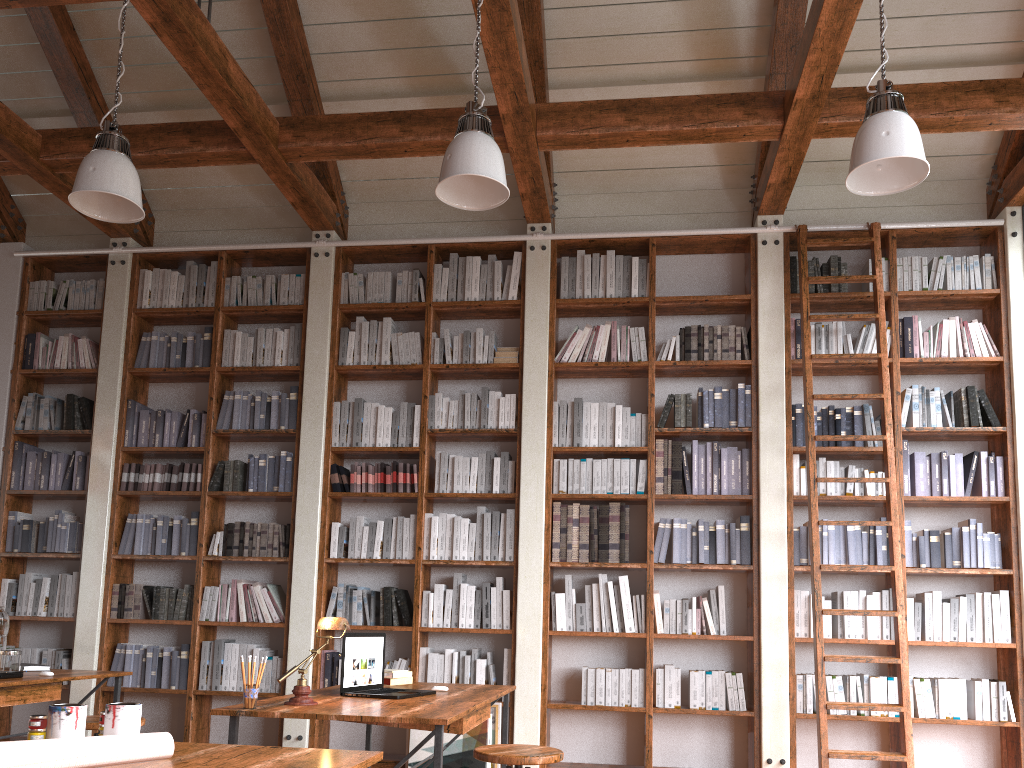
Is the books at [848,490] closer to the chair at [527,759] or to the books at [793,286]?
the books at [793,286]

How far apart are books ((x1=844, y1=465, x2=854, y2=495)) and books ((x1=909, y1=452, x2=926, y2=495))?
0.39m

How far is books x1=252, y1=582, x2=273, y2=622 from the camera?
5.7 meters

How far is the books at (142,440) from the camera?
6.1 meters

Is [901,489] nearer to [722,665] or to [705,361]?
[705,361]

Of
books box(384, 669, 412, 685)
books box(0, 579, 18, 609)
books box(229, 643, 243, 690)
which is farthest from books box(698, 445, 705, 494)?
books box(0, 579, 18, 609)

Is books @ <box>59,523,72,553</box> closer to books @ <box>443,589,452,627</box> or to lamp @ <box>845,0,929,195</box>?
books @ <box>443,589,452,627</box>

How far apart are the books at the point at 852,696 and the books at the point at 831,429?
1.5m

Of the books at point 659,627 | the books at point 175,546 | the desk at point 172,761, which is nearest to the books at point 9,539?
the books at point 175,546

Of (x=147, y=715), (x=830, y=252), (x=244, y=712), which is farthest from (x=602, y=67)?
(x=147, y=715)
